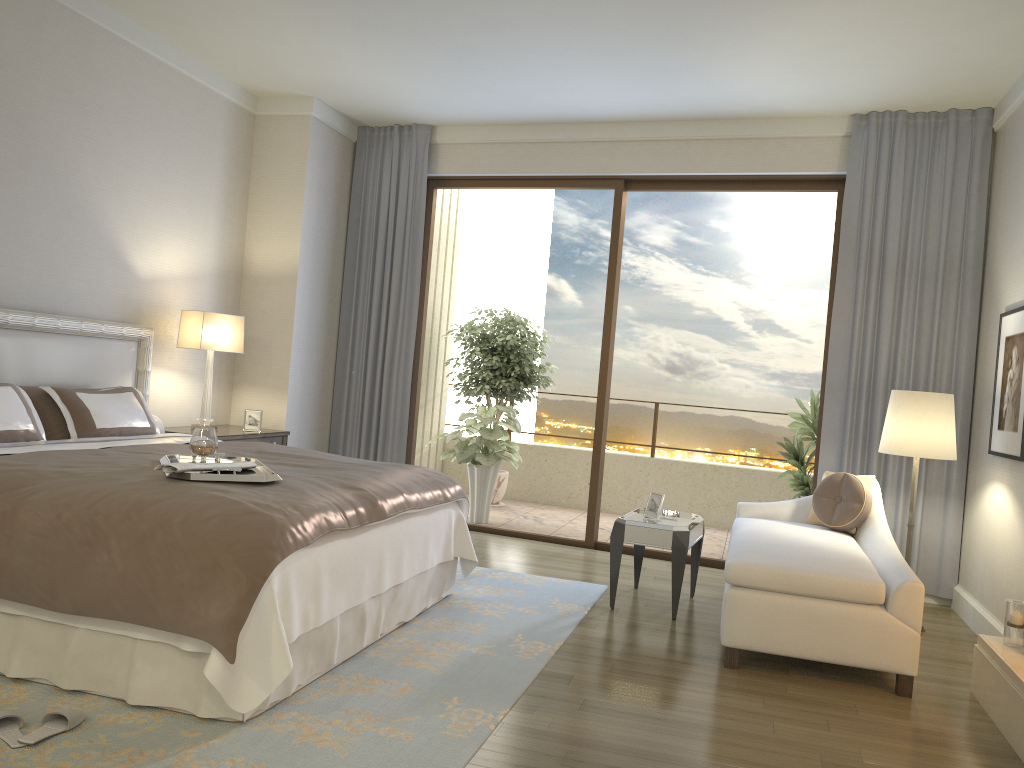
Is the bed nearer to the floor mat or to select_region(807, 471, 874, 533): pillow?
the floor mat

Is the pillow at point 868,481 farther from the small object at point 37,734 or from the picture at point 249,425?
the small object at point 37,734

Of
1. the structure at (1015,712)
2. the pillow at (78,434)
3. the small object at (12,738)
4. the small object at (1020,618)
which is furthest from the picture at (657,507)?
the small object at (12,738)

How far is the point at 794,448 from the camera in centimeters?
654cm

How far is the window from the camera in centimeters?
617cm

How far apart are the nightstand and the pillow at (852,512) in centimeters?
355cm

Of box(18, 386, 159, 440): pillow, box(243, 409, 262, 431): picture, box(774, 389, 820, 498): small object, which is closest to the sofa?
box(774, 389, 820, 498): small object

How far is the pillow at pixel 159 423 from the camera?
5.28m

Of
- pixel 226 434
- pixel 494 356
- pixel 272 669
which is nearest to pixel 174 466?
pixel 272 669

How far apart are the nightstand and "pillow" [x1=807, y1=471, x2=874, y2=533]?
3.5m
